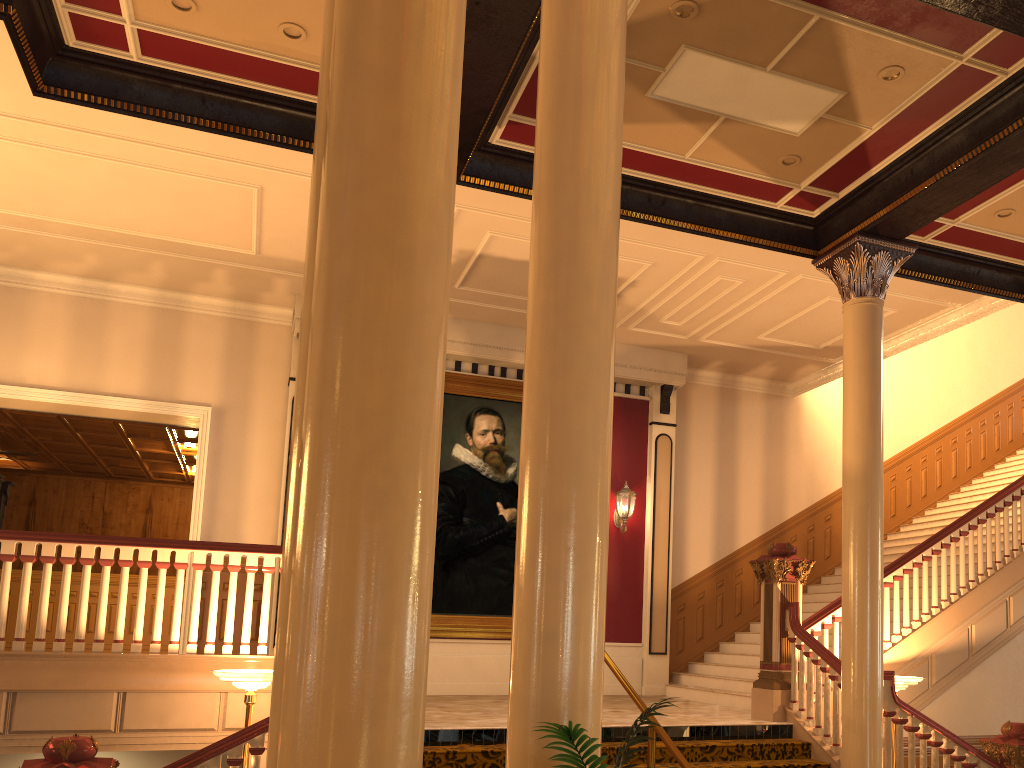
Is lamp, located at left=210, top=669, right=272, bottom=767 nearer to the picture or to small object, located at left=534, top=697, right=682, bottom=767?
small object, located at left=534, top=697, right=682, bottom=767

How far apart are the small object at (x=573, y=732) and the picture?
8.6 meters

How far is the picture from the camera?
11.0m

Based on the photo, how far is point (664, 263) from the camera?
9.61m

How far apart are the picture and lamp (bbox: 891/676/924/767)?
4.81m

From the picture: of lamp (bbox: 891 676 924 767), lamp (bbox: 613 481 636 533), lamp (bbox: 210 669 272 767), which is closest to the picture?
lamp (bbox: 613 481 636 533)

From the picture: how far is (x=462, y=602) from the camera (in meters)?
10.98

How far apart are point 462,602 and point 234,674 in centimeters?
522cm

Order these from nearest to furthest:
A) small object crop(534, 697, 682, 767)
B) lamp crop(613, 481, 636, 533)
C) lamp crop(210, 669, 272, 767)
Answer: small object crop(534, 697, 682, 767), lamp crop(210, 669, 272, 767), lamp crop(613, 481, 636, 533)

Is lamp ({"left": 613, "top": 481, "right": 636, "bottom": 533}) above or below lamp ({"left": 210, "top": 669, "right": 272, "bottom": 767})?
above
